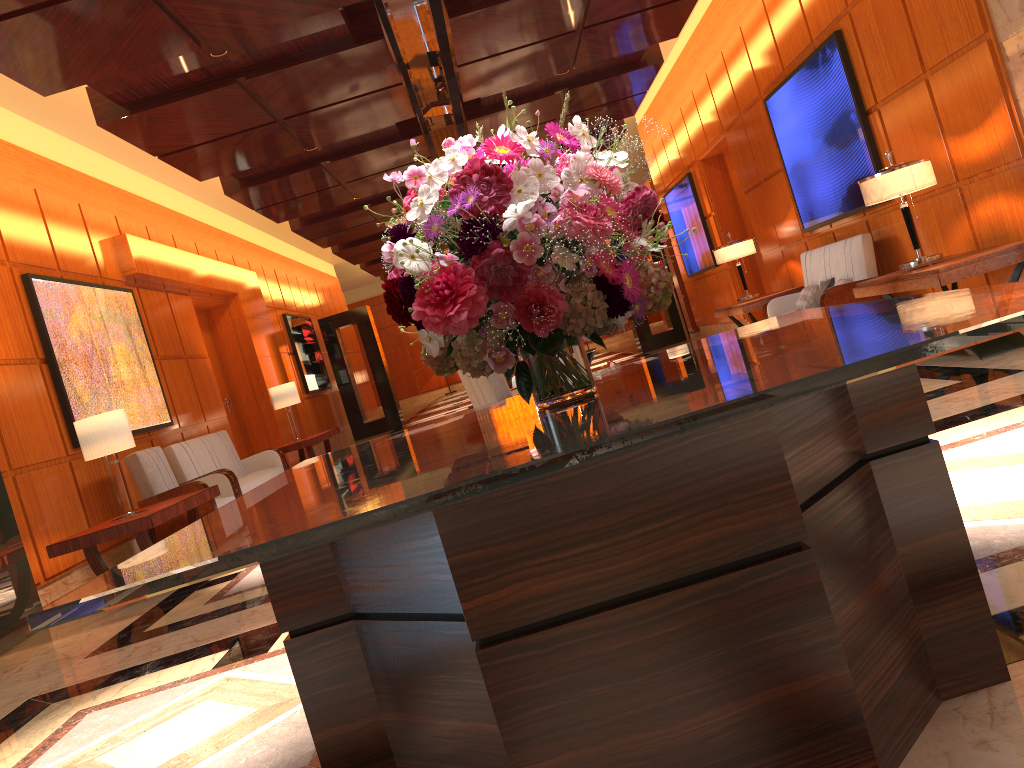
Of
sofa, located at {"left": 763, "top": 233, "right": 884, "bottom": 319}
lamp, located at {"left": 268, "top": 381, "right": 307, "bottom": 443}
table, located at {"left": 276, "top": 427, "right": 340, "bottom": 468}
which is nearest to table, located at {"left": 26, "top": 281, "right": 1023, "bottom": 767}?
sofa, located at {"left": 763, "top": 233, "right": 884, "bottom": 319}

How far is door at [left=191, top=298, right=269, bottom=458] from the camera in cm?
1230

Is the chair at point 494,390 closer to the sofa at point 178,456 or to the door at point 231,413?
the sofa at point 178,456

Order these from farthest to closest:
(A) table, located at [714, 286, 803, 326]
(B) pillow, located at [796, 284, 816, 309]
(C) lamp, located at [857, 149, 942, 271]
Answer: (A) table, located at [714, 286, 803, 326] < (B) pillow, located at [796, 284, 816, 309] < (C) lamp, located at [857, 149, 942, 271]

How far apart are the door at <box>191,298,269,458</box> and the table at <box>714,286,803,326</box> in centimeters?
648cm

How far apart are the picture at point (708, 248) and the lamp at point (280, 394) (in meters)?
6.31

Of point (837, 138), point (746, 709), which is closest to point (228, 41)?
point (837, 138)

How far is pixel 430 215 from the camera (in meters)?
1.70

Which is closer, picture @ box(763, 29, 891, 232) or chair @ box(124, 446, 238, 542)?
chair @ box(124, 446, 238, 542)

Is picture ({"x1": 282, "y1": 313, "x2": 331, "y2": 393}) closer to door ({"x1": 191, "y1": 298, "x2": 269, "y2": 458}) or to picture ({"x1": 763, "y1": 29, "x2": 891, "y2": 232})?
door ({"x1": 191, "y1": 298, "x2": 269, "y2": 458})
